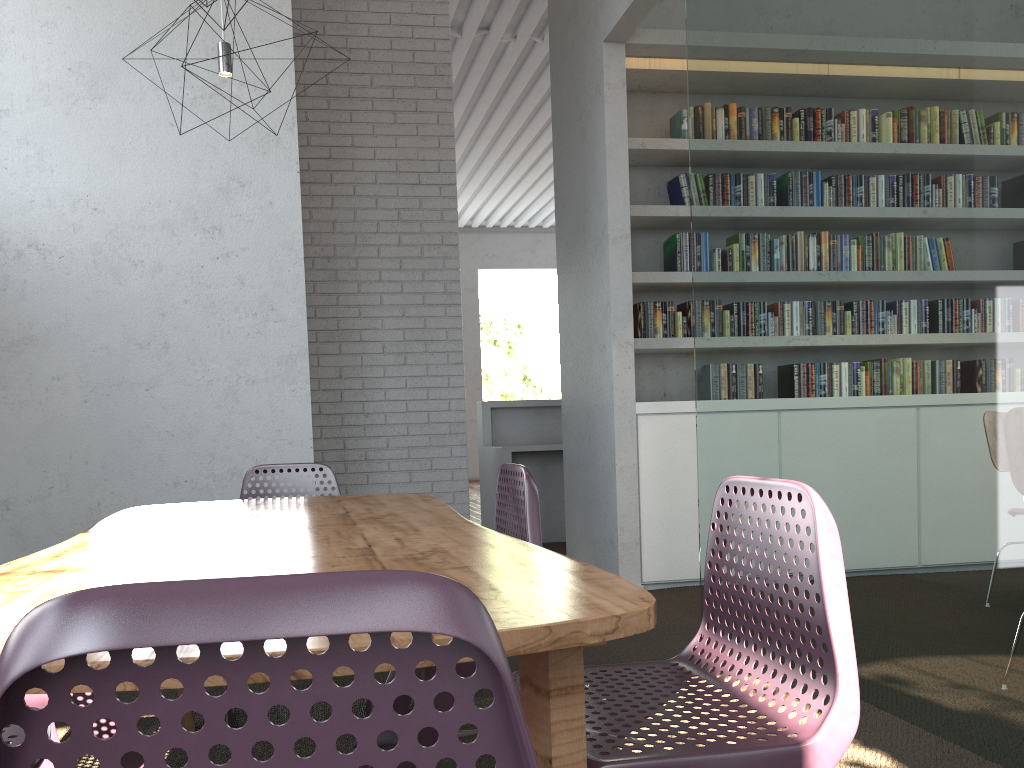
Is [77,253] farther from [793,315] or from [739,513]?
[739,513]

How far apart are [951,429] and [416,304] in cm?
444
